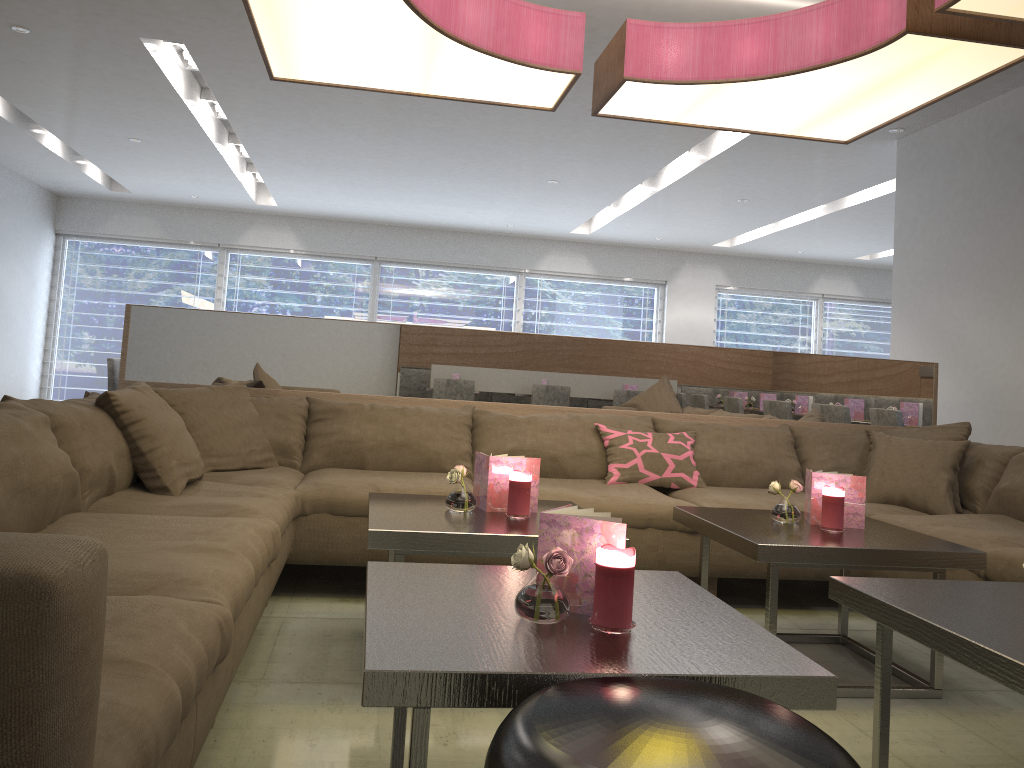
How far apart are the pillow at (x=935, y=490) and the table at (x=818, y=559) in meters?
0.7

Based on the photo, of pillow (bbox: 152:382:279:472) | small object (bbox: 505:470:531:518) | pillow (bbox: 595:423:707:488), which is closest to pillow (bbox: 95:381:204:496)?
pillow (bbox: 152:382:279:472)

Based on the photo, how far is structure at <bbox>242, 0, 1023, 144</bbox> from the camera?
2.68m

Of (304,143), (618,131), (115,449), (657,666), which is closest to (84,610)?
(657,666)

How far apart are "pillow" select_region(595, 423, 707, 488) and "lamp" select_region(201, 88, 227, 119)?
4.2 meters

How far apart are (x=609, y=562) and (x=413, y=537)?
0.88m

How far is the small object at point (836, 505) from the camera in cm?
262

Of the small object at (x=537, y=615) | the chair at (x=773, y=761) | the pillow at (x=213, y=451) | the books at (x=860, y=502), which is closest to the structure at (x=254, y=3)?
the pillow at (x=213, y=451)

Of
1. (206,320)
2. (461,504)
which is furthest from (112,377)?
(461,504)

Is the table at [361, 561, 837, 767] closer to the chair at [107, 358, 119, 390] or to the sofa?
the sofa
